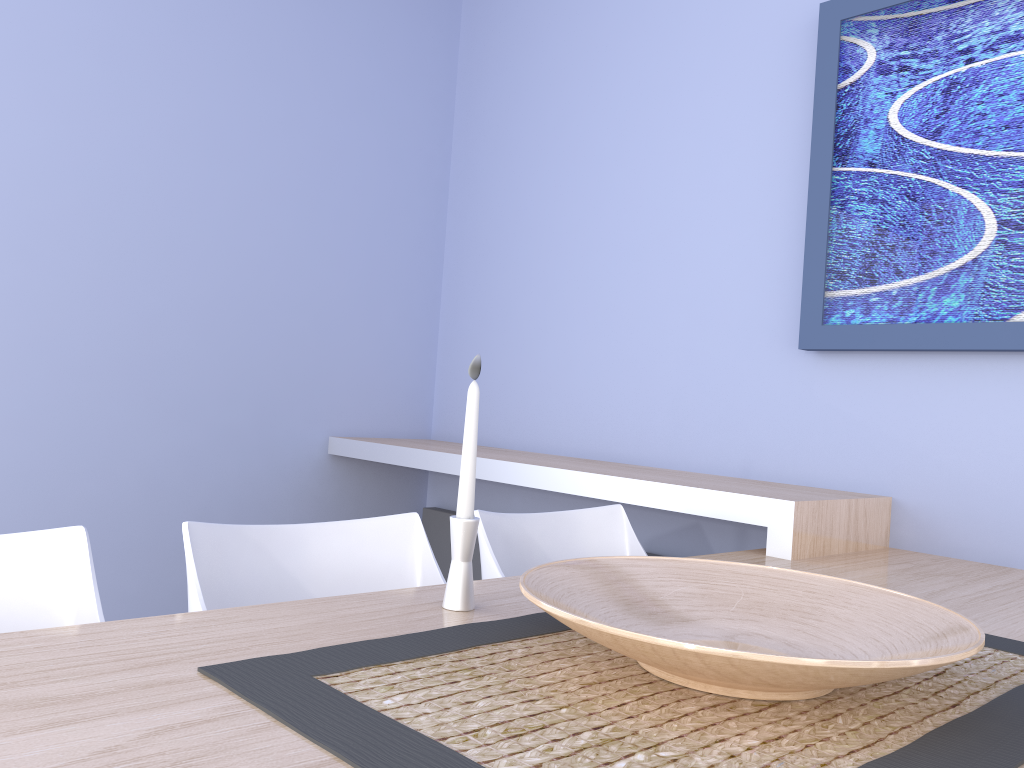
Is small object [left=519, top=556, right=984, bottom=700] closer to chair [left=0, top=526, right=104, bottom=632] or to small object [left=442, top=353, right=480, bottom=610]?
small object [left=442, top=353, right=480, bottom=610]

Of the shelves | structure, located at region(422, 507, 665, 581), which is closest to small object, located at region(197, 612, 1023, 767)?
the shelves

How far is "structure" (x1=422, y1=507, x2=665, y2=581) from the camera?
3.2m

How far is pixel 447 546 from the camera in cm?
325

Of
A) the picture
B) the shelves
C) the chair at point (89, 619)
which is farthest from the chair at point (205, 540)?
the picture

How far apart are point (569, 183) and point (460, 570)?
2.07m

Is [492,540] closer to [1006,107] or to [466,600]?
[466,600]

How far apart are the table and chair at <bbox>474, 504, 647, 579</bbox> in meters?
0.2

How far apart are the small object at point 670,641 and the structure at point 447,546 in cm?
195

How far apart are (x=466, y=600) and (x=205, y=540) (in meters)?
0.44
